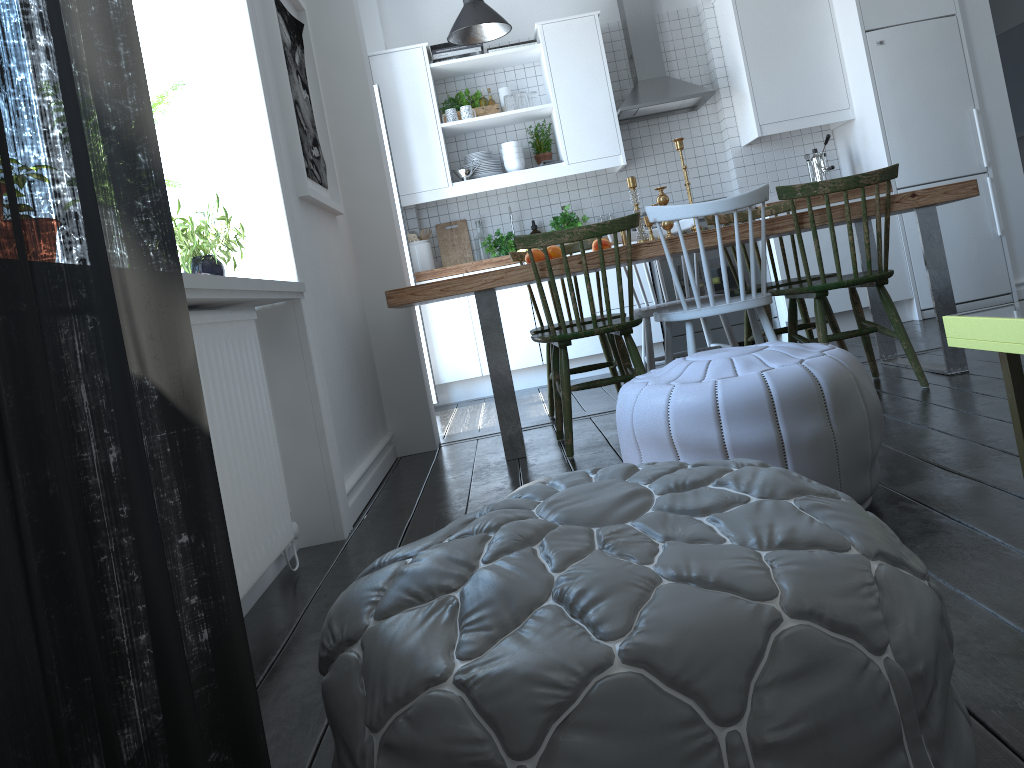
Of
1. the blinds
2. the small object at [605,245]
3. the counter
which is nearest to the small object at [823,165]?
the counter

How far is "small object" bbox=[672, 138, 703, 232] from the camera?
3.5 meters

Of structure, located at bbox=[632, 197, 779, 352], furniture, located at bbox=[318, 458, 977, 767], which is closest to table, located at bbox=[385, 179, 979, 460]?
structure, located at bbox=[632, 197, 779, 352]

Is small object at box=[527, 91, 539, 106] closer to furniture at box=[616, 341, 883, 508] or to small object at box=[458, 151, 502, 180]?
small object at box=[458, 151, 502, 180]

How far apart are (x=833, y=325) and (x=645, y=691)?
3.5 meters

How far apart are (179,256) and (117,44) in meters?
1.5

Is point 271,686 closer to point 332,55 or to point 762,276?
point 762,276

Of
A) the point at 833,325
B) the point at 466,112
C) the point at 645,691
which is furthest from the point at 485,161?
the point at 645,691

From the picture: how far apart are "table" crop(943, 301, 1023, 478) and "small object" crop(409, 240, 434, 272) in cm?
352

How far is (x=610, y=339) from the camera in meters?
3.9
